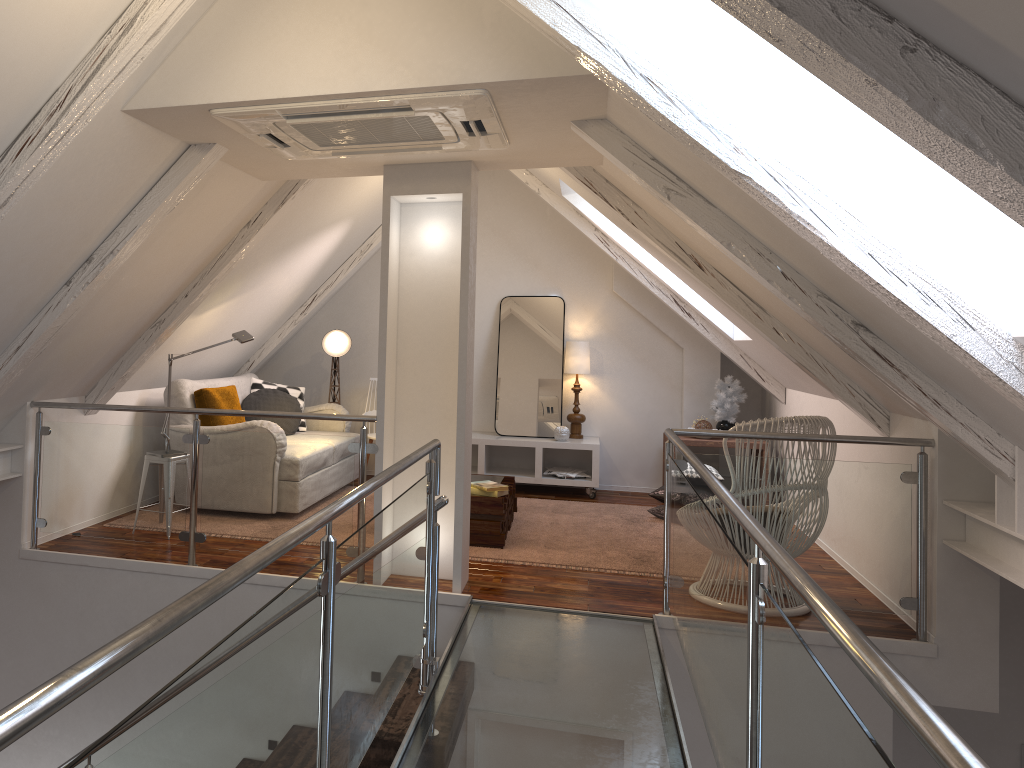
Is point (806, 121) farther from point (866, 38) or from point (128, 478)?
point (128, 478)

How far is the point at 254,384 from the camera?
6.06m

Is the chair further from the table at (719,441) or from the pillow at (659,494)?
the table at (719,441)

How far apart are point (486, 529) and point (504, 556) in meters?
0.2

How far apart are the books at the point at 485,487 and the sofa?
1.16m

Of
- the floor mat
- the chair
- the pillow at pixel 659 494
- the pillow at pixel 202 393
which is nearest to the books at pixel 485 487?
the floor mat

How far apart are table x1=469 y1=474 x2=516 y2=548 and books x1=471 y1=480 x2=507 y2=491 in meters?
0.1 m

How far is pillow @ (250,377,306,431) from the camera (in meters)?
6.06

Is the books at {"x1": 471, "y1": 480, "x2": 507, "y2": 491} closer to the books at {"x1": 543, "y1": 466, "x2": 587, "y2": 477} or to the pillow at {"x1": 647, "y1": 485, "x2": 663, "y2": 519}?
the pillow at {"x1": 647, "y1": 485, "x2": 663, "y2": 519}

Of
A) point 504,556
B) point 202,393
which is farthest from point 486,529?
point 202,393
